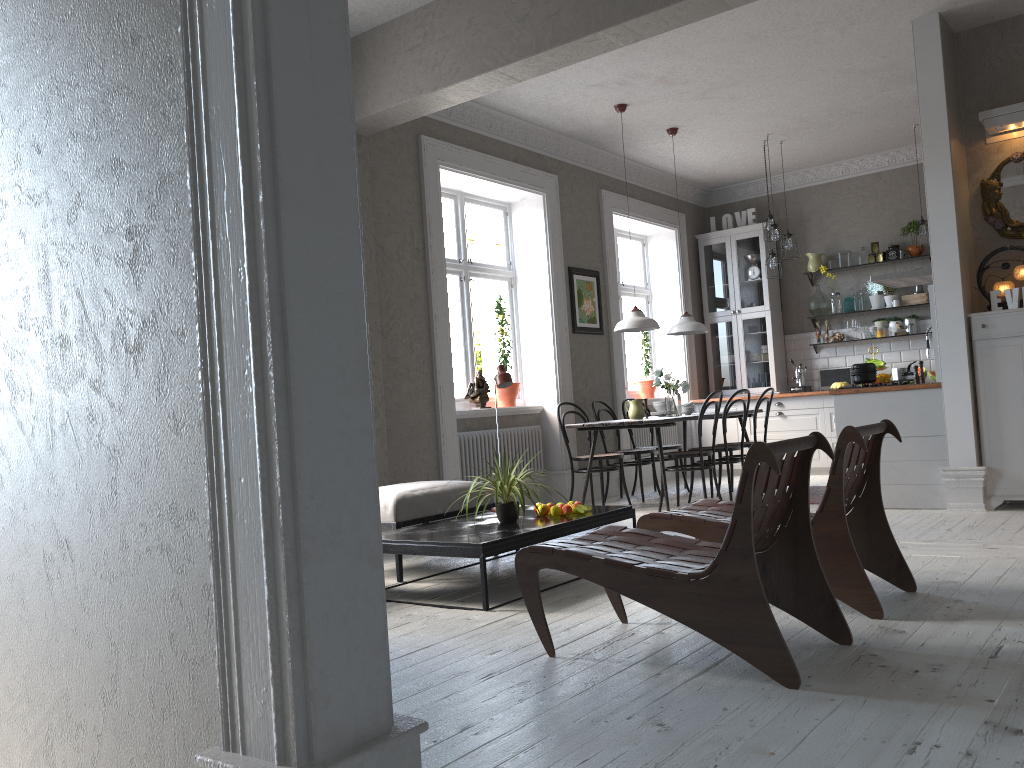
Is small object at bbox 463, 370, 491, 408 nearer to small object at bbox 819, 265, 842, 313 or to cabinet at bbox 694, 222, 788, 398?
cabinet at bbox 694, 222, 788, 398

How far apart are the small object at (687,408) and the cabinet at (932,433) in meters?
1.6 m

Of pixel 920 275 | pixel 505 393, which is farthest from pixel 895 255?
pixel 505 393

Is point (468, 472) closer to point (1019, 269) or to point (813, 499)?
point (813, 499)

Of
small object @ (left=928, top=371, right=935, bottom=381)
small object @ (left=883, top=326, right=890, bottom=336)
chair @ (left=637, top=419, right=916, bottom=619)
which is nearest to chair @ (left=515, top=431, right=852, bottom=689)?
chair @ (left=637, top=419, right=916, bottom=619)

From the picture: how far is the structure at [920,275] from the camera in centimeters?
693cm

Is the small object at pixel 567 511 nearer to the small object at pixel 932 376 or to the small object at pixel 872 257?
the small object at pixel 932 376

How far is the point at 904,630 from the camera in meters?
3.0

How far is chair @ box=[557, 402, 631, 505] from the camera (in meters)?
7.21

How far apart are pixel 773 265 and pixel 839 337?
1.5 meters
